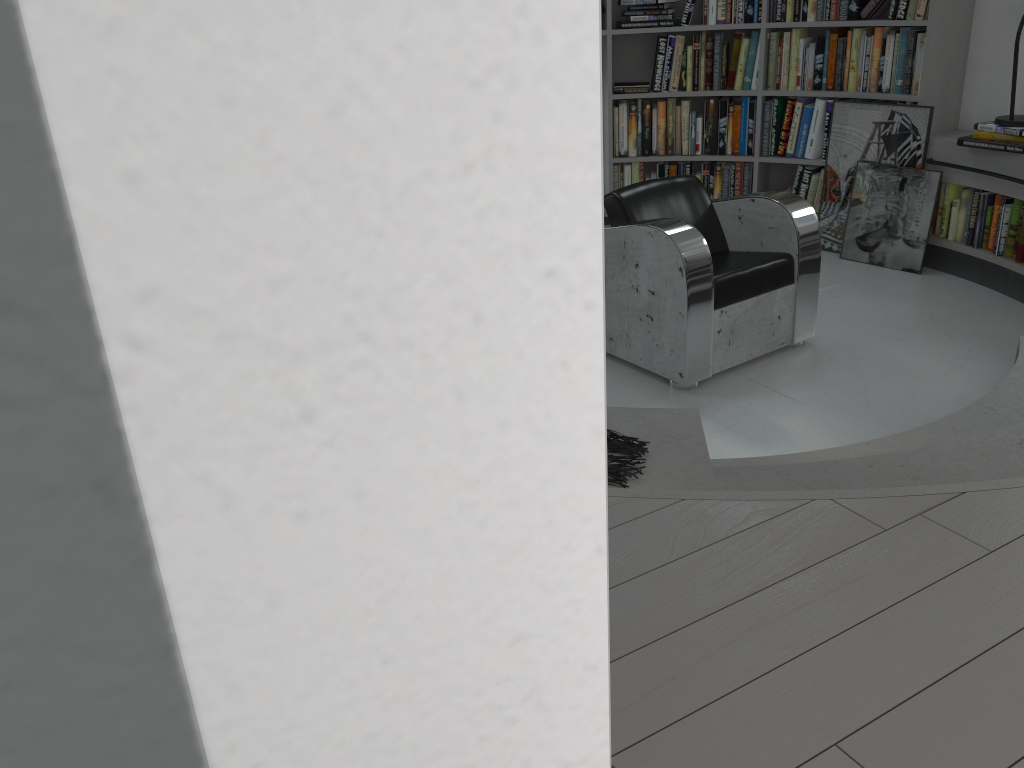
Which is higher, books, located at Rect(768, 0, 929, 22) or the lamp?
books, located at Rect(768, 0, 929, 22)

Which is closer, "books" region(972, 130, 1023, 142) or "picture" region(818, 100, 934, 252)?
"books" region(972, 130, 1023, 142)

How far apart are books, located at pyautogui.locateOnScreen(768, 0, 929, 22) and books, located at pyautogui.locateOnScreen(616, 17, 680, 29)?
0.54m

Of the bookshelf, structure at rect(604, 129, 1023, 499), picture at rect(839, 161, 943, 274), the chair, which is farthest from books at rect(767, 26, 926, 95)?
the chair

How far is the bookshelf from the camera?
4.58m

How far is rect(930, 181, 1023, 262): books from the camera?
4.4 meters

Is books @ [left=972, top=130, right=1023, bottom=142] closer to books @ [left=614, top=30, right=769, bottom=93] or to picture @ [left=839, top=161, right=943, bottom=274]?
picture @ [left=839, top=161, right=943, bottom=274]

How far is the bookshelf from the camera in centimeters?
458cm

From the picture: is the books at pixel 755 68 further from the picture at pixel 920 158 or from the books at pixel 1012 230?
the books at pixel 1012 230

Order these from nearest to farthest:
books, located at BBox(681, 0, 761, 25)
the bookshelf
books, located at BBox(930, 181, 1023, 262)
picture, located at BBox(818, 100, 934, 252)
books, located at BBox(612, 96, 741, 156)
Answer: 1. books, located at BBox(930, 181, 1023, 262)
2. the bookshelf
3. picture, located at BBox(818, 100, 934, 252)
4. books, located at BBox(681, 0, 761, 25)
5. books, located at BBox(612, 96, 741, 156)
